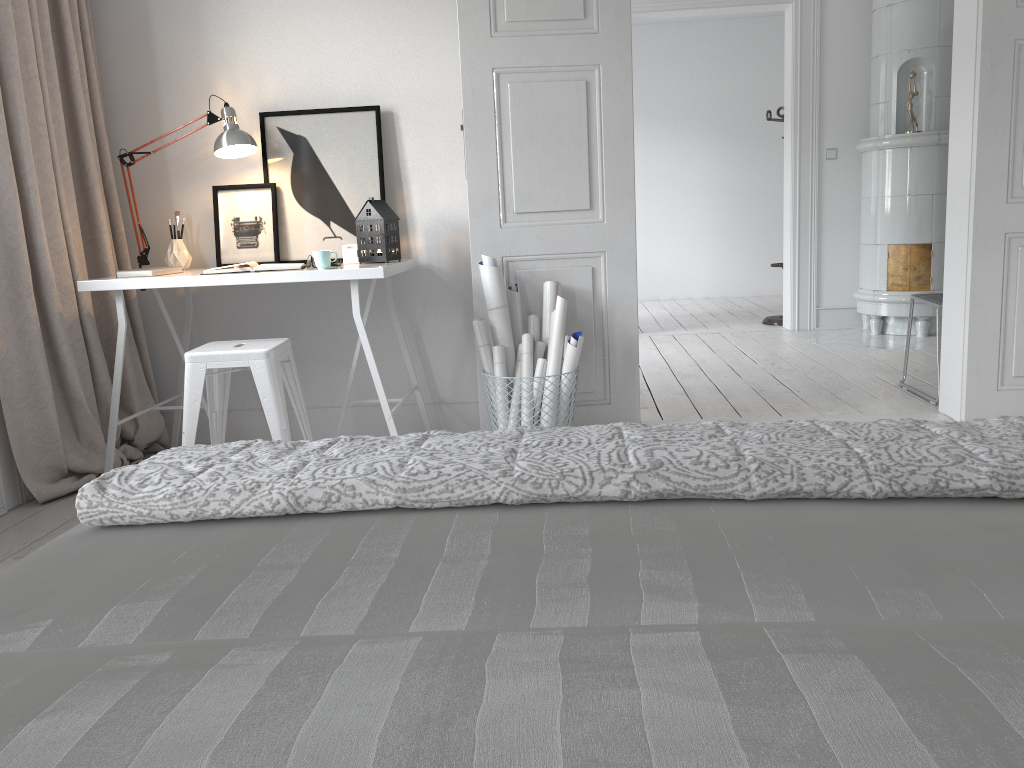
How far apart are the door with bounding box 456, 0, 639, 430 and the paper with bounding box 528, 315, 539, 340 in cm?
7

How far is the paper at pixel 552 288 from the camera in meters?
3.5 m

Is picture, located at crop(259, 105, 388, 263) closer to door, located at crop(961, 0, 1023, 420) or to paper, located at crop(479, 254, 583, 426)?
paper, located at crop(479, 254, 583, 426)

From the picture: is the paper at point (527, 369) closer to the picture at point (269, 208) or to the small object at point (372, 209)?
the small object at point (372, 209)

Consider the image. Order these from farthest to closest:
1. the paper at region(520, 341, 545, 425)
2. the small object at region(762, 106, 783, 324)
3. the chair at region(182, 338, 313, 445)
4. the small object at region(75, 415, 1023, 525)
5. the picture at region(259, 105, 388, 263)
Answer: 1. the small object at region(762, 106, 783, 324)
2. the picture at region(259, 105, 388, 263)
3. the paper at region(520, 341, 545, 425)
4. the chair at region(182, 338, 313, 445)
5. the small object at region(75, 415, 1023, 525)

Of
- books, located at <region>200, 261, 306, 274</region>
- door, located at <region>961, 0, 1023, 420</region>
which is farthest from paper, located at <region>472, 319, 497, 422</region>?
door, located at <region>961, 0, 1023, 420</region>

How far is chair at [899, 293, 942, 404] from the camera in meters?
4.1

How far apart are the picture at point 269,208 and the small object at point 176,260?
0.1 meters

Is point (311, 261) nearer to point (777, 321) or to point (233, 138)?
point (233, 138)

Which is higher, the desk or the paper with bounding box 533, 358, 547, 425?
the desk
